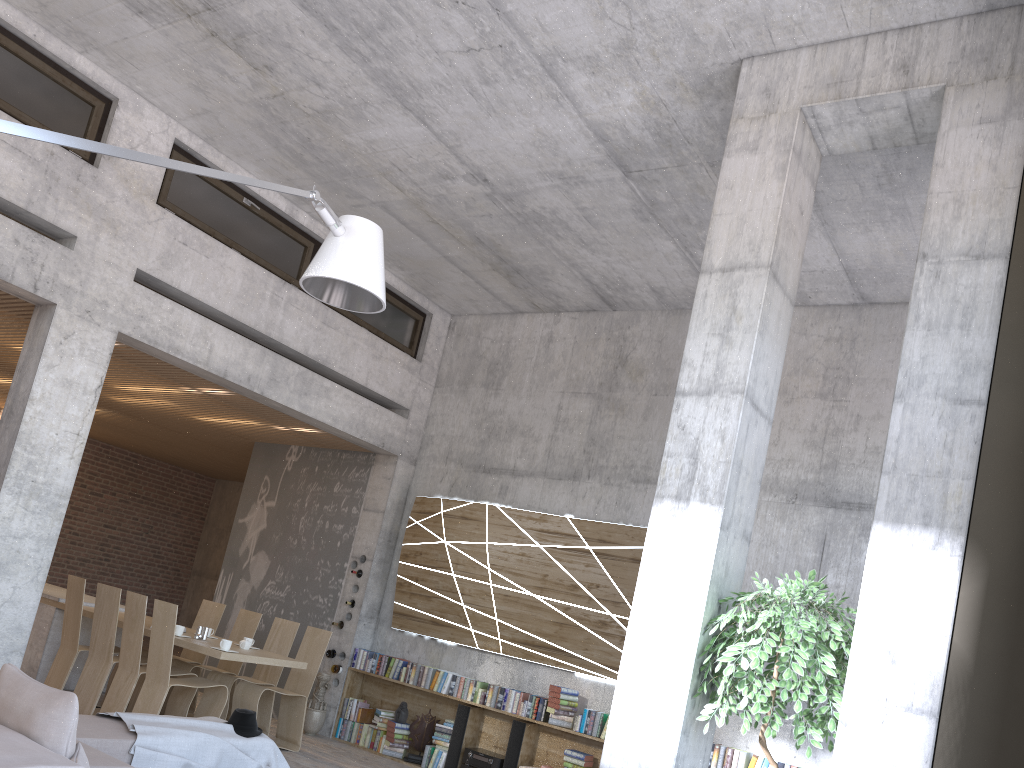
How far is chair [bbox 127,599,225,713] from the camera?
9.1m

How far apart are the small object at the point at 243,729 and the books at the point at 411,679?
3.09m

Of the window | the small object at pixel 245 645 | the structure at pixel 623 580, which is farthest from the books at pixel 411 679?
the window

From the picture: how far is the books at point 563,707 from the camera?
7.94m

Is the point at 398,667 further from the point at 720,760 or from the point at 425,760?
the point at 720,760

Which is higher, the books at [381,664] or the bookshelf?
the books at [381,664]

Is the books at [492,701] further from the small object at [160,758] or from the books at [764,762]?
the small object at [160,758]

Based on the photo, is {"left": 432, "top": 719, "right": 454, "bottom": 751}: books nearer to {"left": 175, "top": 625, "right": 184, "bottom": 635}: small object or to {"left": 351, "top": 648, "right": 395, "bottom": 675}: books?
{"left": 351, "top": 648, "right": 395, "bottom": 675}: books

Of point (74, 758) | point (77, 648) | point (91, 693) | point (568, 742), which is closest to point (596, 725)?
point (568, 742)

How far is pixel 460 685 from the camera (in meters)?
8.65
